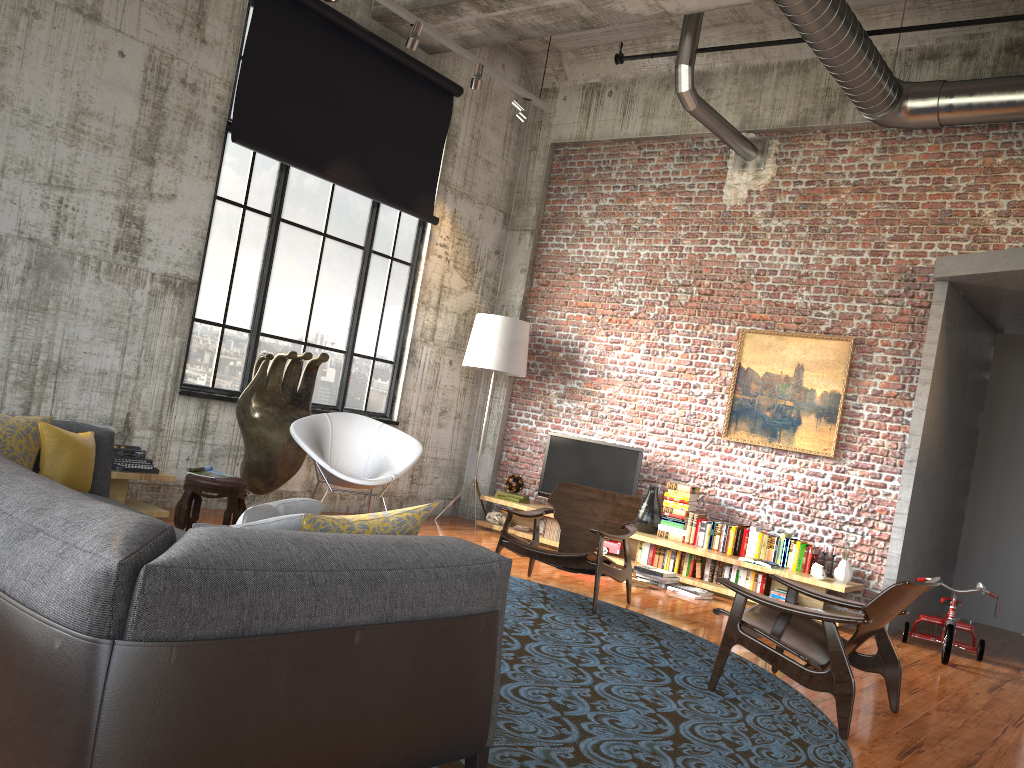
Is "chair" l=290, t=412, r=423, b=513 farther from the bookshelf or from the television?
the television

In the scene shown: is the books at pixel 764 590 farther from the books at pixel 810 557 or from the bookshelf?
the books at pixel 810 557

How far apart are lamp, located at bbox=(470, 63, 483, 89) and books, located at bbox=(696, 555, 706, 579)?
4.7m

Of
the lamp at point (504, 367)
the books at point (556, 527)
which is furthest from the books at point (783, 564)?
the lamp at point (504, 367)

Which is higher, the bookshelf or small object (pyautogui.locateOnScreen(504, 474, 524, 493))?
small object (pyautogui.locateOnScreen(504, 474, 524, 493))

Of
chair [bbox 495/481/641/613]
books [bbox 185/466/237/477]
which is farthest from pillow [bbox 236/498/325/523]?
books [bbox 185/466/237/477]

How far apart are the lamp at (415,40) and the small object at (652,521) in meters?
4.5

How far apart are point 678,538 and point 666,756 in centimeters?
482cm

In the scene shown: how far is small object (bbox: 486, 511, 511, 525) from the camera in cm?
928

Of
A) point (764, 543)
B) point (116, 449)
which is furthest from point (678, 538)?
point (116, 449)
